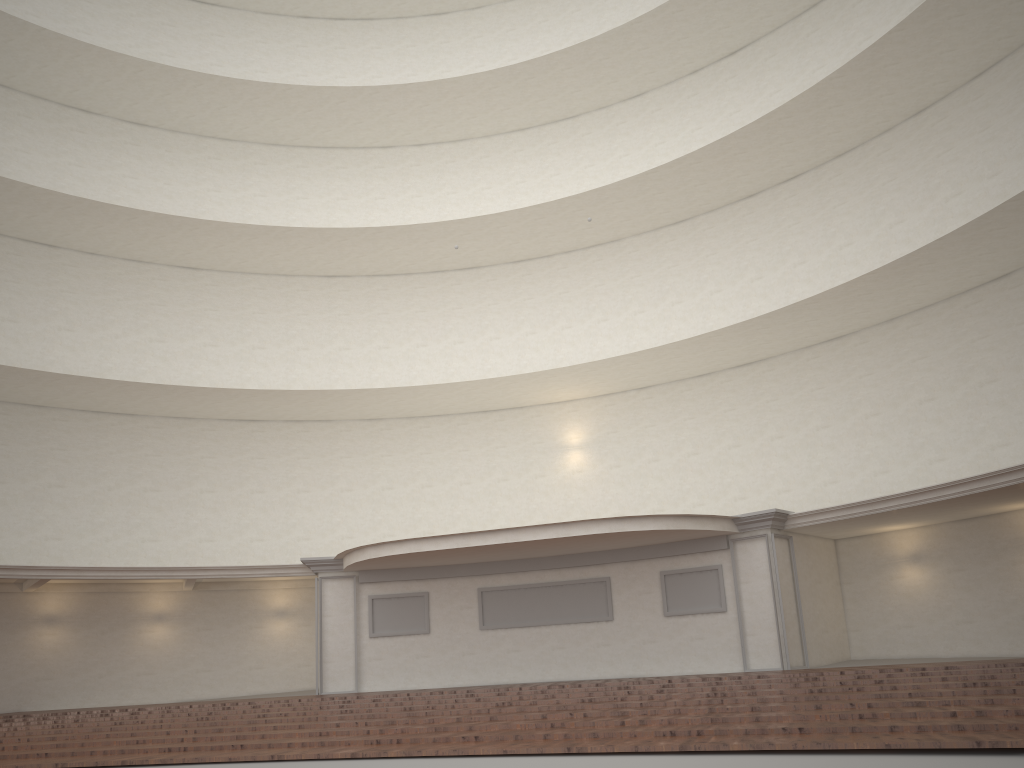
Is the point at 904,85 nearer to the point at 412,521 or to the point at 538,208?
the point at 538,208

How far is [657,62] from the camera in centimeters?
2354cm

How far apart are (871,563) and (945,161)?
8.5 meters
